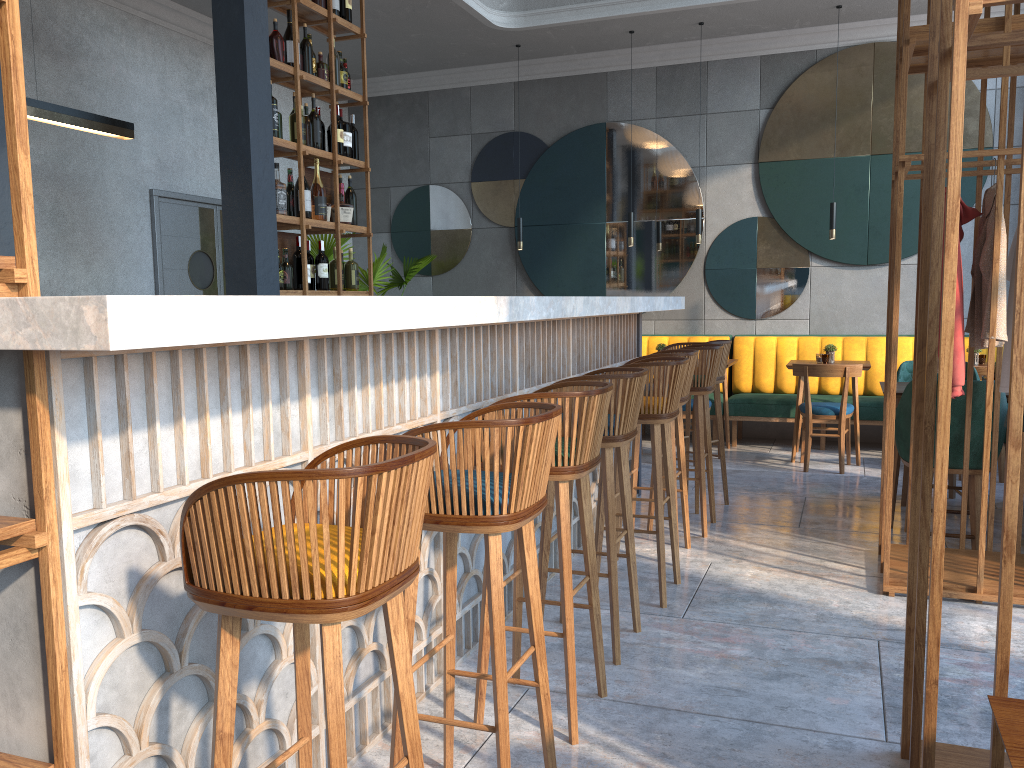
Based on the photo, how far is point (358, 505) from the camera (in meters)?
1.36

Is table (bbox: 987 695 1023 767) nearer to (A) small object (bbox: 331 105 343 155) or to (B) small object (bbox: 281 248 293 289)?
(B) small object (bbox: 281 248 293 289)

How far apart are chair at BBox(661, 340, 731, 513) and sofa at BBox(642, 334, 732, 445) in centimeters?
267cm

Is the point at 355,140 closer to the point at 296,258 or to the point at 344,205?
the point at 344,205

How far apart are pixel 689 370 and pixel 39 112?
3.35m

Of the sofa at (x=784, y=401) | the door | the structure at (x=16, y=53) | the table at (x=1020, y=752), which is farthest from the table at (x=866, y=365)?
the structure at (x=16, y=53)

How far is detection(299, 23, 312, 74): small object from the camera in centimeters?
538cm

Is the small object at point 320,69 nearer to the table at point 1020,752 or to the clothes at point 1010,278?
the clothes at point 1010,278

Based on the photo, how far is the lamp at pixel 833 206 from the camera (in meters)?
7.04

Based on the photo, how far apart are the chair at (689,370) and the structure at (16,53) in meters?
3.0
